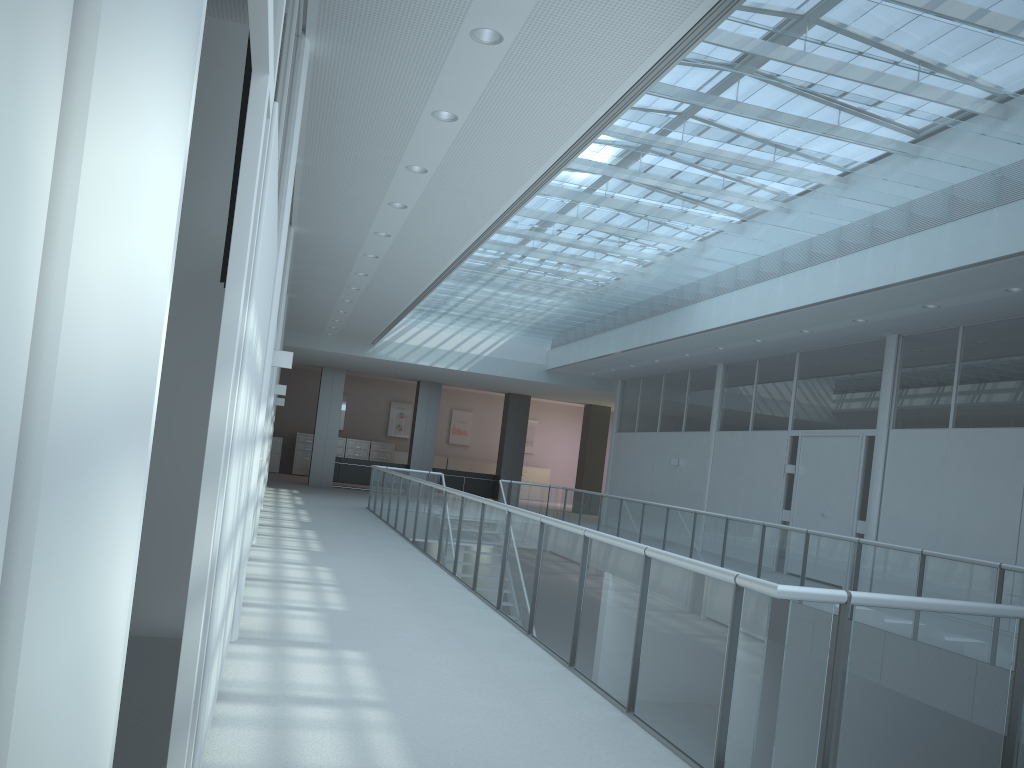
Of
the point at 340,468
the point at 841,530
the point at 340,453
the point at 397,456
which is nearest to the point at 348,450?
the point at 340,453

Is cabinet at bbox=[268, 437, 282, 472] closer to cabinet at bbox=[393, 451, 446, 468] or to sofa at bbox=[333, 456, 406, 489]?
cabinet at bbox=[393, 451, 446, 468]

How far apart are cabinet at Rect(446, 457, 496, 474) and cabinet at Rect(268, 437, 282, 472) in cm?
506

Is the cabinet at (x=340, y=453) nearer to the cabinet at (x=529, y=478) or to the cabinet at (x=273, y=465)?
the cabinet at (x=273, y=465)

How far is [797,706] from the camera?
2.9 meters

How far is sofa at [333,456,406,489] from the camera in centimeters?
2126cm

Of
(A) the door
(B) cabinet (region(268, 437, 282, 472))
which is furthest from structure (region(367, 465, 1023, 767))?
(B) cabinet (region(268, 437, 282, 472))

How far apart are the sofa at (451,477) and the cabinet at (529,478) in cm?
532

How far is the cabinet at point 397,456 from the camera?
26.4 meters

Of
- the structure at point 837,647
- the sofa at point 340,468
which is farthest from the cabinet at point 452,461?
the structure at point 837,647
